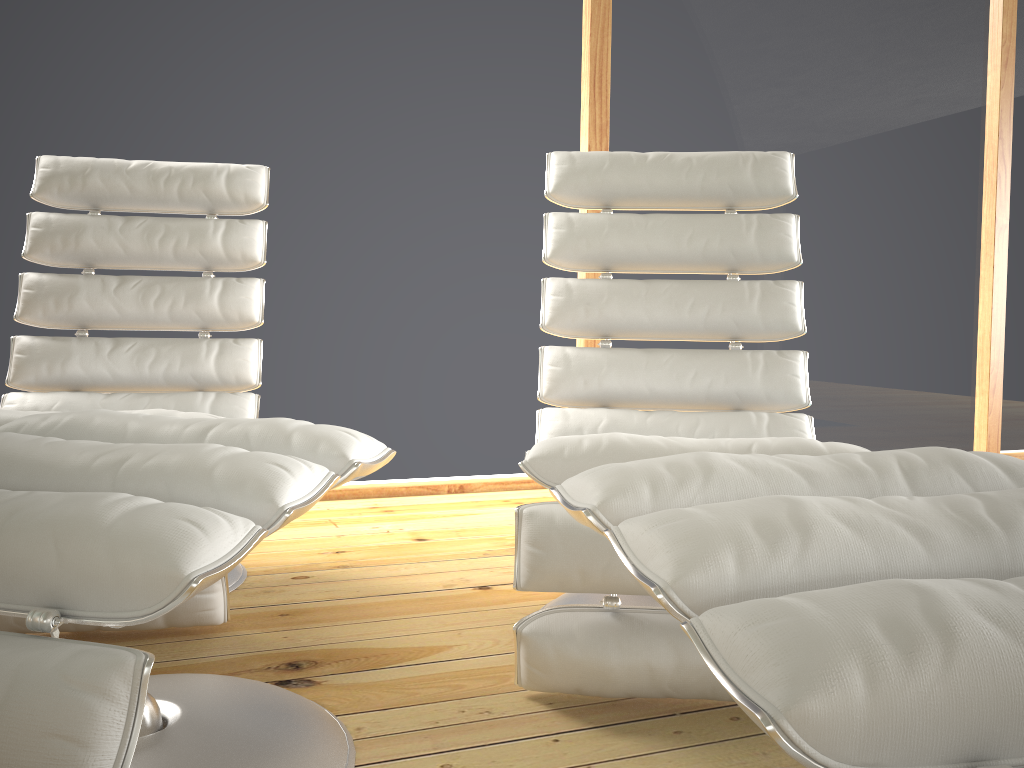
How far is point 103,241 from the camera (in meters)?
2.13

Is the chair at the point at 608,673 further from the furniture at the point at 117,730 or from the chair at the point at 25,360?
the chair at the point at 25,360

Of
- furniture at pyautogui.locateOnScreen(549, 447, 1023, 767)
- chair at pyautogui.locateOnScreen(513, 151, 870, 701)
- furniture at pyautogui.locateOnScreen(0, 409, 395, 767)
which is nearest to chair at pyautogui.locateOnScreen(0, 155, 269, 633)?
furniture at pyautogui.locateOnScreen(0, 409, 395, 767)

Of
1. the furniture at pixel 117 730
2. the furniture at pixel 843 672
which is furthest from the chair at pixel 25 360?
the furniture at pixel 843 672

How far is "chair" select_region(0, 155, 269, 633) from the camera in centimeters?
203cm

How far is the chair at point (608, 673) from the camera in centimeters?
128cm

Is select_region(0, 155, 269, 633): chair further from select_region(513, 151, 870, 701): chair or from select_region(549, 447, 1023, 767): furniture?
select_region(549, 447, 1023, 767): furniture

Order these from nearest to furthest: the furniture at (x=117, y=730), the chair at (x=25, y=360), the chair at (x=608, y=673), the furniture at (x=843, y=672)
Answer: the furniture at (x=843, y=672)
the furniture at (x=117, y=730)
the chair at (x=608, y=673)
the chair at (x=25, y=360)

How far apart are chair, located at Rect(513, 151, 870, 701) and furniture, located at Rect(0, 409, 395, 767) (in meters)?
0.24

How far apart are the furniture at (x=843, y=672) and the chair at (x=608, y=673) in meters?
0.4
